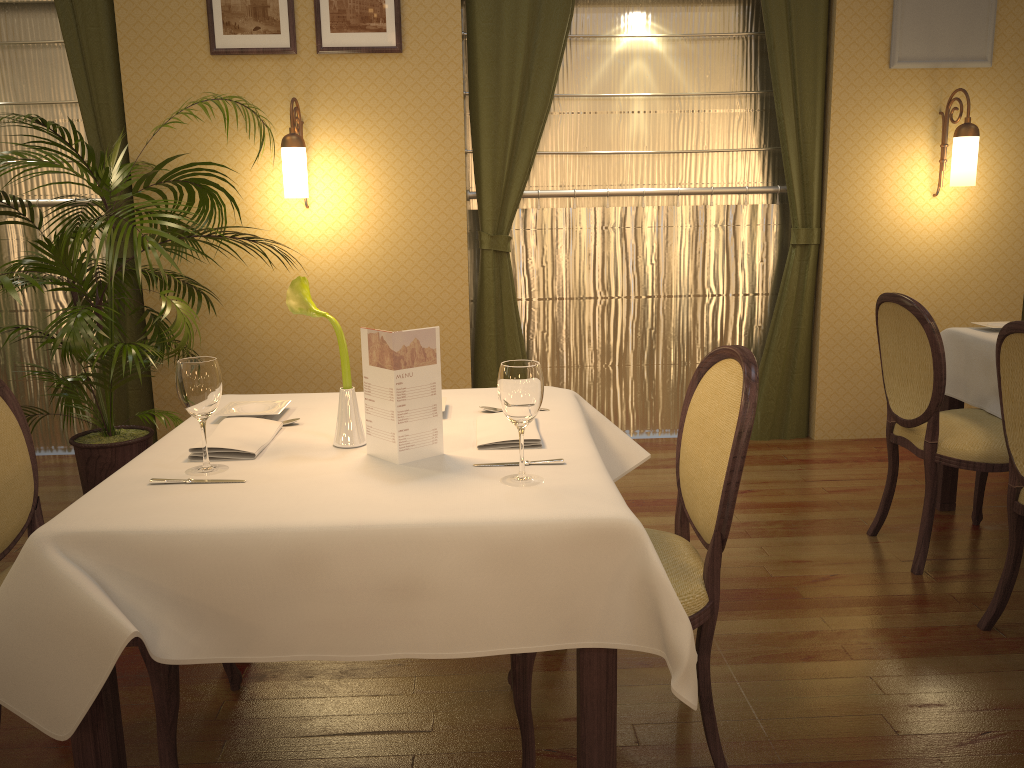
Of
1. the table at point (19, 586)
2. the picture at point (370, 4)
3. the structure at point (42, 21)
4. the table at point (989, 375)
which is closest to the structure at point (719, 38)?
the picture at point (370, 4)

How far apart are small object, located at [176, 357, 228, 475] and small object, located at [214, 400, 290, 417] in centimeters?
38cm

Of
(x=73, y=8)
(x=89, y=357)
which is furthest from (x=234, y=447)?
(x=73, y=8)

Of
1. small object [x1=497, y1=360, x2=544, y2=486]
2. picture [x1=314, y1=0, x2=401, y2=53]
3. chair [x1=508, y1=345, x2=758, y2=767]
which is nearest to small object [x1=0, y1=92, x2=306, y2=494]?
picture [x1=314, y1=0, x2=401, y2=53]

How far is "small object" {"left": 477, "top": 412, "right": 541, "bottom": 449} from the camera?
1.92m

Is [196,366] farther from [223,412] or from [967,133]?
[967,133]

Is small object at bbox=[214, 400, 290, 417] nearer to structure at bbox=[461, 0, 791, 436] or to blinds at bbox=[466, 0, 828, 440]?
blinds at bbox=[466, 0, 828, 440]

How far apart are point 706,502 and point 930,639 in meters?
1.1 m

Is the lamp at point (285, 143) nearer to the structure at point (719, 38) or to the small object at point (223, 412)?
the structure at point (719, 38)

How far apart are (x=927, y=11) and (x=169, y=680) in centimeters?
446cm
